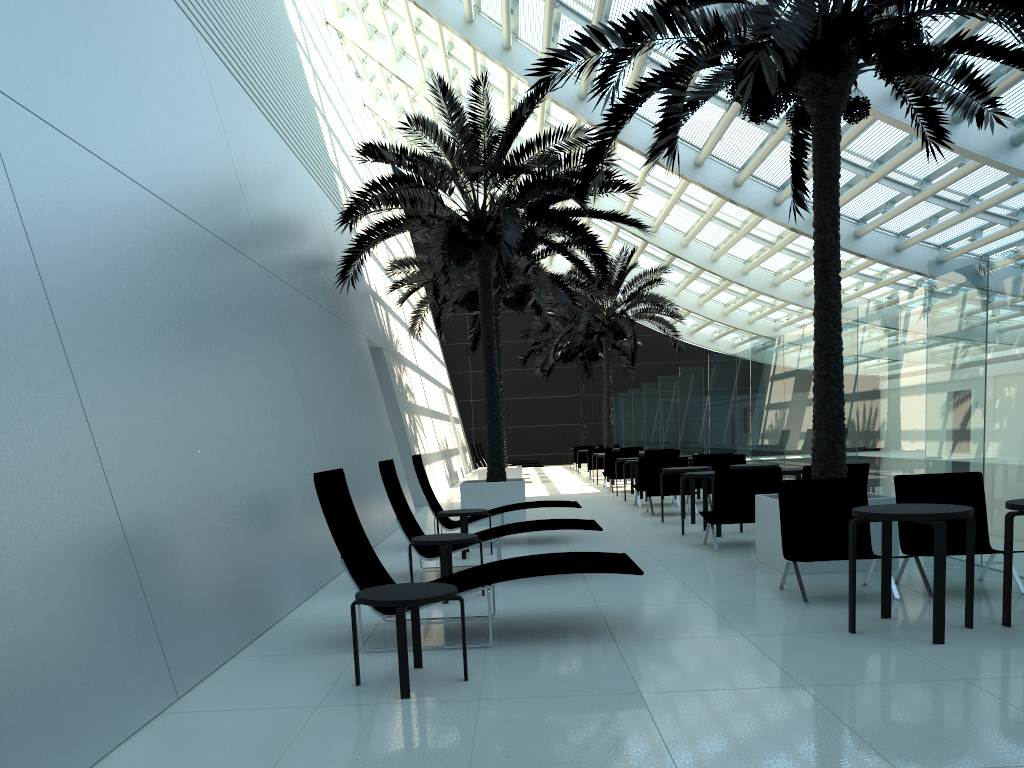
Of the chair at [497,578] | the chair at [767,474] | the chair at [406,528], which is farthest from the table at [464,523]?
the chair at [497,578]

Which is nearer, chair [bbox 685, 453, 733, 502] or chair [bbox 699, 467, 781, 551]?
chair [bbox 699, 467, 781, 551]

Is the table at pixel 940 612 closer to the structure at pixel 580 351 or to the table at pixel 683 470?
the table at pixel 683 470

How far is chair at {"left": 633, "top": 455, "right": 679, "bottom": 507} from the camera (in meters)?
15.12

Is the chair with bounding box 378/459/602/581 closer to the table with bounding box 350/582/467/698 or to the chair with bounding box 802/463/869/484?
the chair with bounding box 802/463/869/484

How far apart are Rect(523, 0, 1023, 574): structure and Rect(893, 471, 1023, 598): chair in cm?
67

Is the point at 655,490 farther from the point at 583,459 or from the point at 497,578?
the point at 583,459

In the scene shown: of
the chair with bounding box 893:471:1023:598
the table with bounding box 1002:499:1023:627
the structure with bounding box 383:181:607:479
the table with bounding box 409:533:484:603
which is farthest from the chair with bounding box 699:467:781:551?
the structure with bounding box 383:181:607:479

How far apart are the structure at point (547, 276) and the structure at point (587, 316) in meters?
3.6

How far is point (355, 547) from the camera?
5.79m
